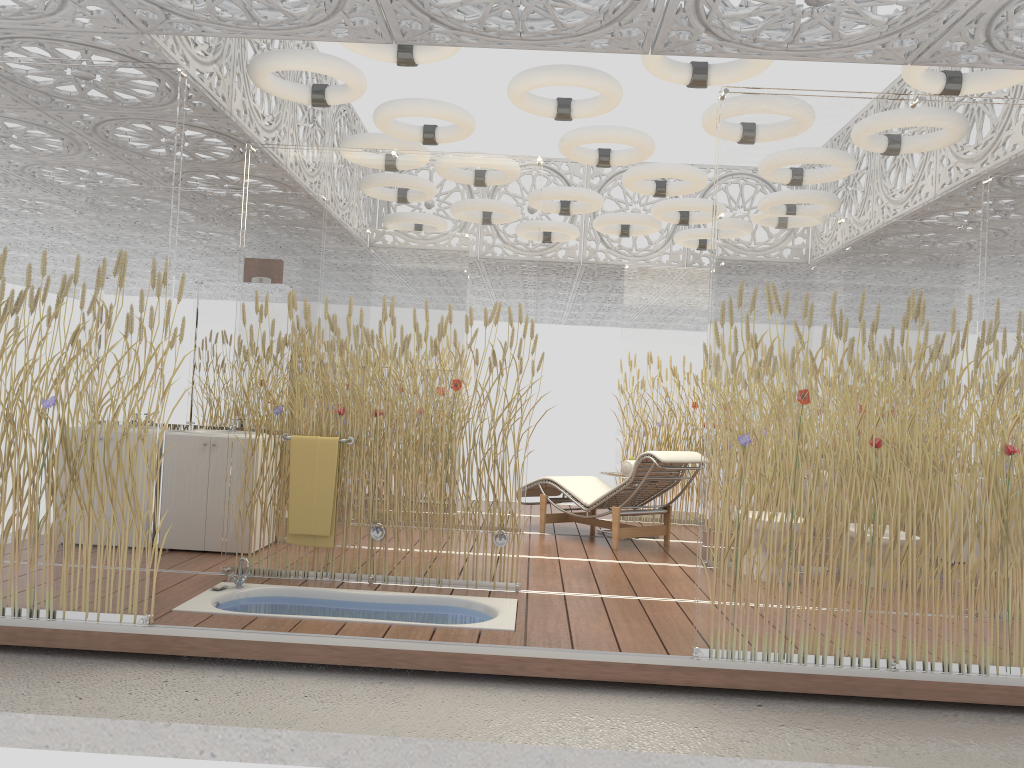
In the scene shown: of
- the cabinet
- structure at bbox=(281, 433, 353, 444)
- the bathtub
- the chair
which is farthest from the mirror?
the chair

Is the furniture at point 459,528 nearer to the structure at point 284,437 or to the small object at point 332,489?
the small object at point 332,489

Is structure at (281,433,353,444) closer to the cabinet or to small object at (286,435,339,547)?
small object at (286,435,339,547)

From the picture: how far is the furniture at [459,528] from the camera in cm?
505

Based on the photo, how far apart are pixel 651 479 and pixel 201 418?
3.5m

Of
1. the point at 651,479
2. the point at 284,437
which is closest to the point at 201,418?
the point at 284,437

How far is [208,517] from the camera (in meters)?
6.00

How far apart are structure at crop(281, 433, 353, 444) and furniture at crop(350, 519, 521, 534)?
0.5 meters

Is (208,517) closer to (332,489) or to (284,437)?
(284,437)

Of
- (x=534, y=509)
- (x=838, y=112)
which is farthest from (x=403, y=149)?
(x=534, y=509)
